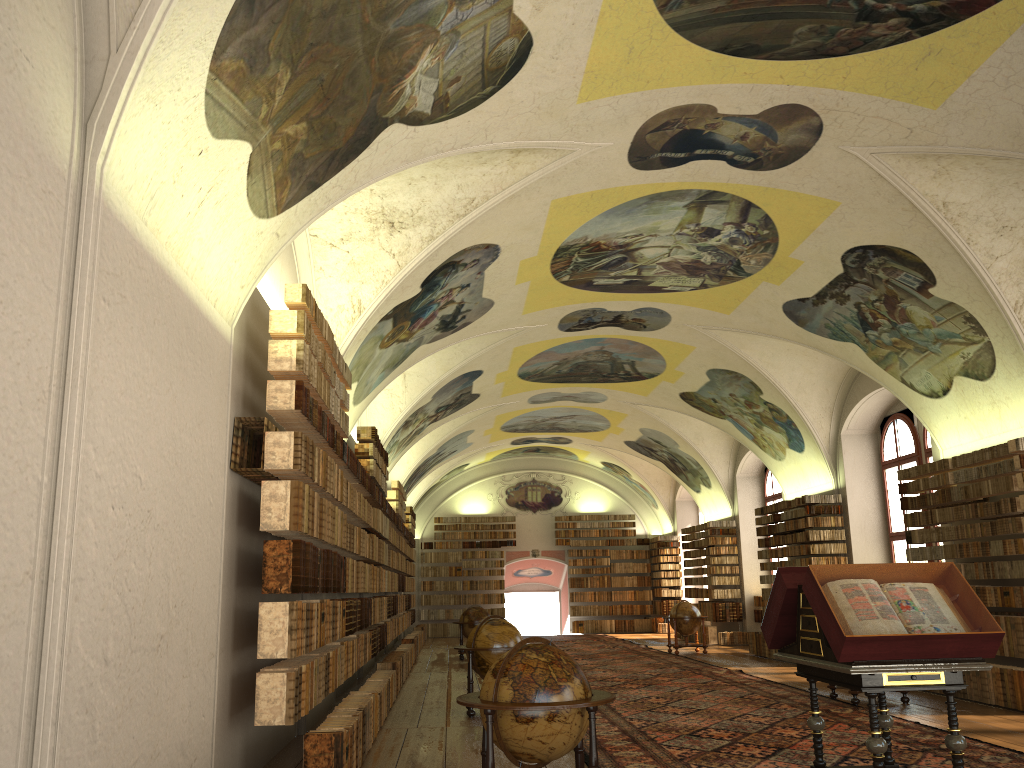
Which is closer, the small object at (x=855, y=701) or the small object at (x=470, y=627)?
the small object at (x=855, y=701)

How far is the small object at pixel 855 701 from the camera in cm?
→ 1336

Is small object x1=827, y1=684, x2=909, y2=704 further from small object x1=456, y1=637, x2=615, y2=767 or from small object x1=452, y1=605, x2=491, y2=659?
small object x1=452, y1=605, x2=491, y2=659

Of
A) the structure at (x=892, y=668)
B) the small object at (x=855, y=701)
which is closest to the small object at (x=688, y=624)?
the small object at (x=855, y=701)

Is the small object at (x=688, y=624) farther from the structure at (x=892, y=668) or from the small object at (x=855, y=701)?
the structure at (x=892, y=668)

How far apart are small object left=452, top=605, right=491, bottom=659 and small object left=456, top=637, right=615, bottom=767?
16.64m

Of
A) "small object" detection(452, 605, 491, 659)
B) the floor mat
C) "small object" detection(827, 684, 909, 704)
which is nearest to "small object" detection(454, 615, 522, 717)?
the floor mat

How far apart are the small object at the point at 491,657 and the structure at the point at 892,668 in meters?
5.6

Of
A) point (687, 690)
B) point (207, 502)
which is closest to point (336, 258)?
point (207, 502)

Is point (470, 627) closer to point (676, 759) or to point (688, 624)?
point (688, 624)
